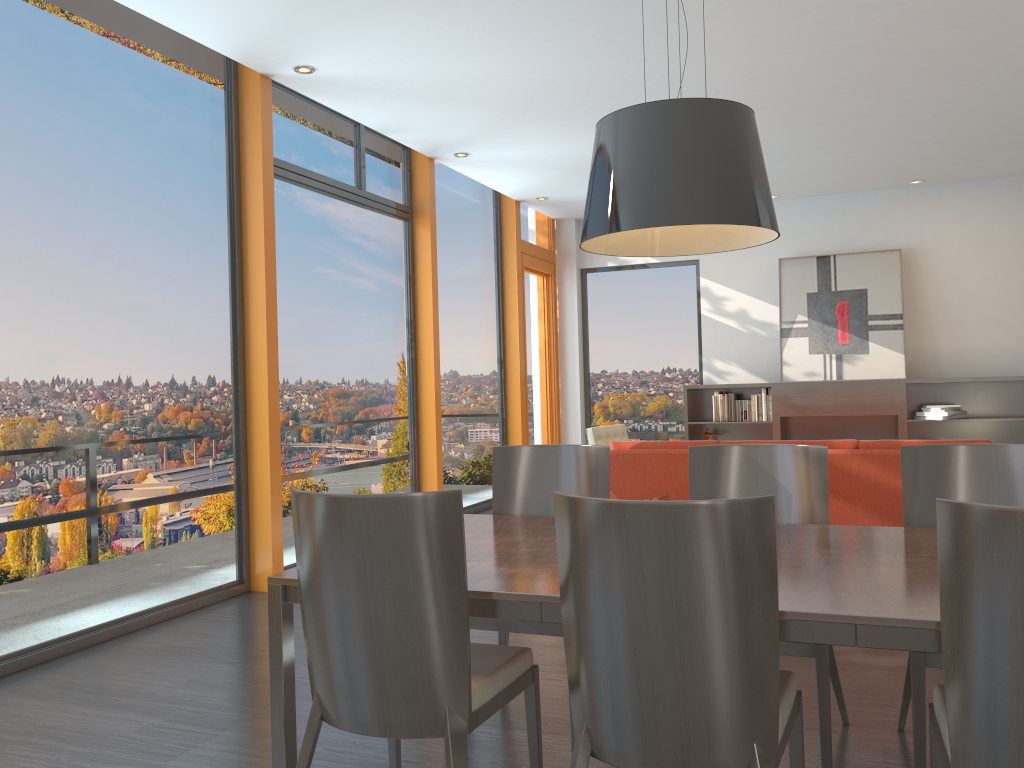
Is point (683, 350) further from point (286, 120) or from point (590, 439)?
point (286, 120)

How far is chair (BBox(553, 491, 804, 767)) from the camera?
1.75m

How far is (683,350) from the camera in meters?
10.1 m

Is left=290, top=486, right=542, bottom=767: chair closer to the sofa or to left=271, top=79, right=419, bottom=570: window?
the sofa

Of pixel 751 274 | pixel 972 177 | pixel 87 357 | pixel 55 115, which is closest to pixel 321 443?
pixel 87 357

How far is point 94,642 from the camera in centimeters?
433cm

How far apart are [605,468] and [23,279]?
2.8 meters

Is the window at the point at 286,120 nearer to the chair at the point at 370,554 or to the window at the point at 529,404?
the window at the point at 529,404

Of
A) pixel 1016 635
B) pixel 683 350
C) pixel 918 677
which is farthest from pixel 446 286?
pixel 1016 635

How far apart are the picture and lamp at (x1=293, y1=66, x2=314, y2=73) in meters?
5.9 m
